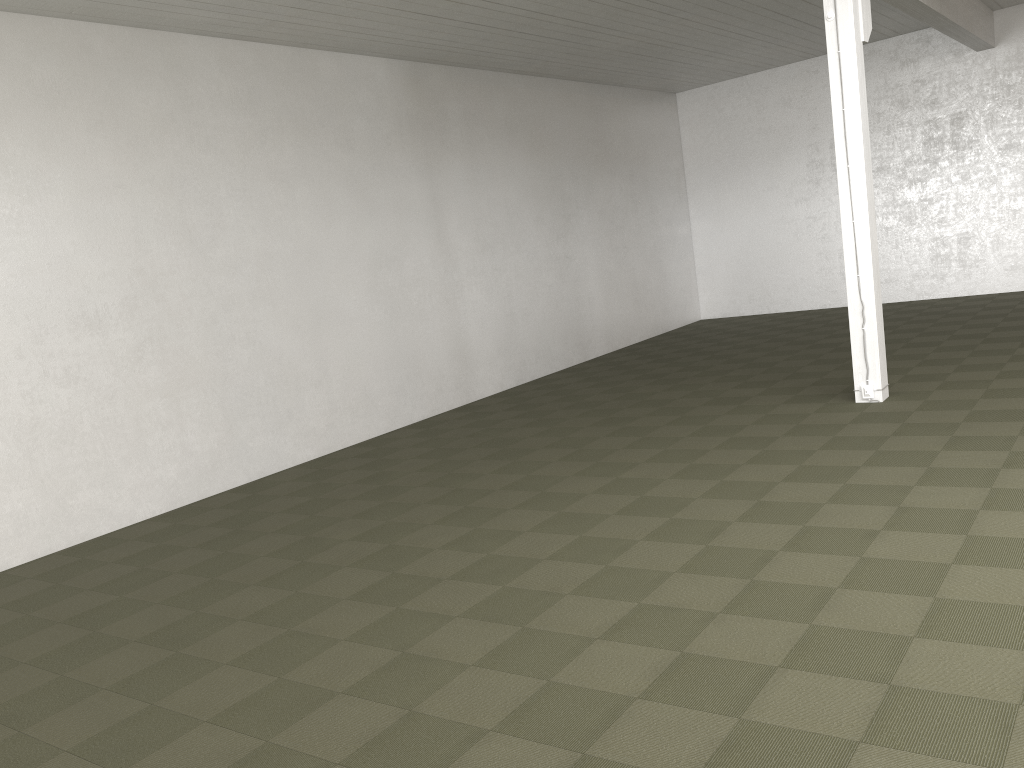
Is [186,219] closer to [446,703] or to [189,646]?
[189,646]

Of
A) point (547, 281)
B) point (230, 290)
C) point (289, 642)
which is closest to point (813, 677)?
point (289, 642)
